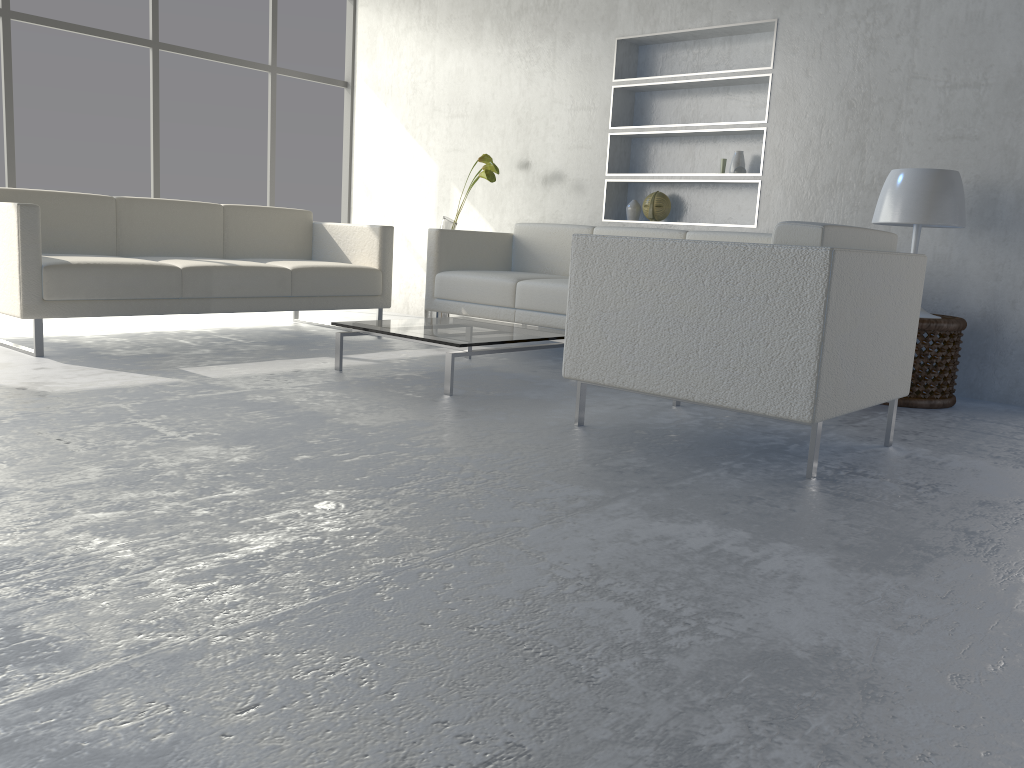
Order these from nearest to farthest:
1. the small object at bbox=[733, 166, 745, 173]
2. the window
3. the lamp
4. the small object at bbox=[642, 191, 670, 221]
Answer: the lamp, the small object at bbox=[733, 166, 745, 173], the small object at bbox=[642, 191, 670, 221], the window

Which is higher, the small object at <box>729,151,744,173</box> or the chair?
the small object at <box>729,151,744,173</box>

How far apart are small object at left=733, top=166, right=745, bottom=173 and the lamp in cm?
98

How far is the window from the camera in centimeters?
548cm

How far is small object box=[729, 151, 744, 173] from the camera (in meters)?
4.52

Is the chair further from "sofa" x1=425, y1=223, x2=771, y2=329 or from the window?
the window

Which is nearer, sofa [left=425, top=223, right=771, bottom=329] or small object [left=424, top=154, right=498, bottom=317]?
sofa [left=425, top=223, right=771, bottom=329]

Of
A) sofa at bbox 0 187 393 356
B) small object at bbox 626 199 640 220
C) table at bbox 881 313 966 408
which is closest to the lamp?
table at bbox 881 313 966 408

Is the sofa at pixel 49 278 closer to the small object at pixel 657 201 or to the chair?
the small object at pixel 657 201

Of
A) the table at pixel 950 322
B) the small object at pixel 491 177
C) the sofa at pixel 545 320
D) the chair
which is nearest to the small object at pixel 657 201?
the sofa at pixel 545 320
